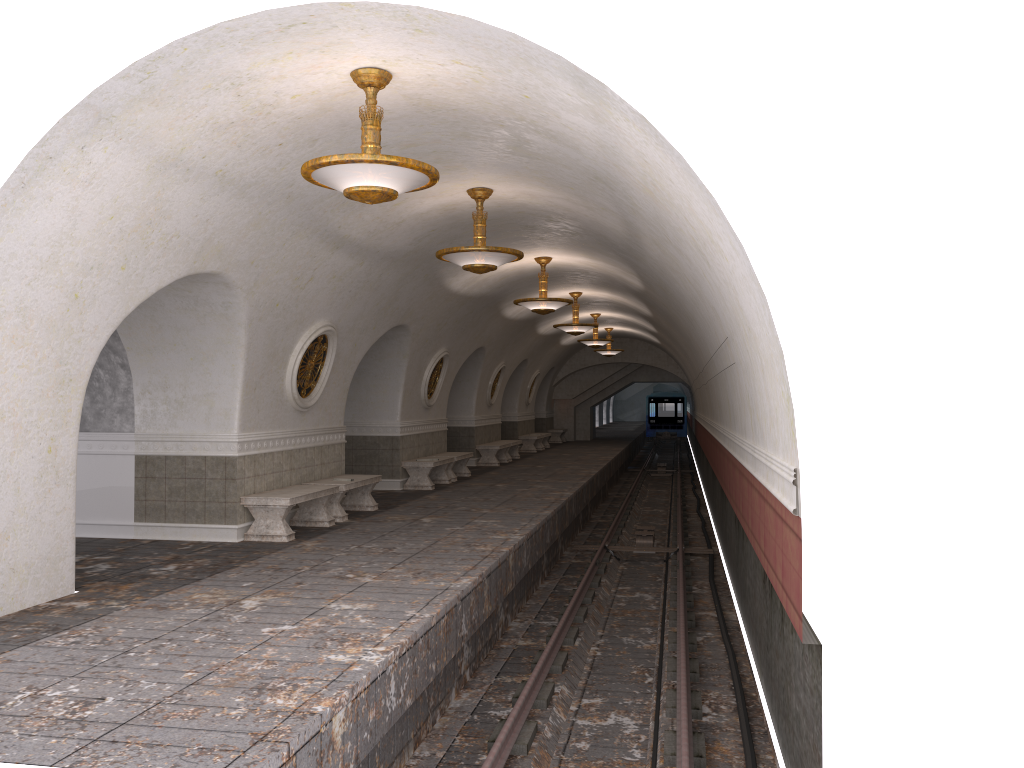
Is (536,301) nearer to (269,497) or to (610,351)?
(269,497)

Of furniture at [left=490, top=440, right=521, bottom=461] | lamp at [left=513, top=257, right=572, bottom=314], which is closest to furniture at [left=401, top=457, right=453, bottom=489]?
lamp at [left=513, top=257, right=572, bottom=314]

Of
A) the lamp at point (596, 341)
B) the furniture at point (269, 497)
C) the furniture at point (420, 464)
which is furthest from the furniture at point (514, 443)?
the furniture at point (269, 497)

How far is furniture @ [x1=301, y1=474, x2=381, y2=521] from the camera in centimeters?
1176cm

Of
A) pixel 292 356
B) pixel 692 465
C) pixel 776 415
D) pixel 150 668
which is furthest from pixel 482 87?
pixel 692 465

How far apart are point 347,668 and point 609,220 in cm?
623

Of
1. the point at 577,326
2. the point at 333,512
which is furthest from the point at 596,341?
the point at 333,512

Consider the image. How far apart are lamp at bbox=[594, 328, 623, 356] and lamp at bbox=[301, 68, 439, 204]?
22.18m

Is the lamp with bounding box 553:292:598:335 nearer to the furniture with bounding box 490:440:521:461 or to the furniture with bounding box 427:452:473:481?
the furniture with bounding box 427:452:473:481

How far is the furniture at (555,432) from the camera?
33.97m
